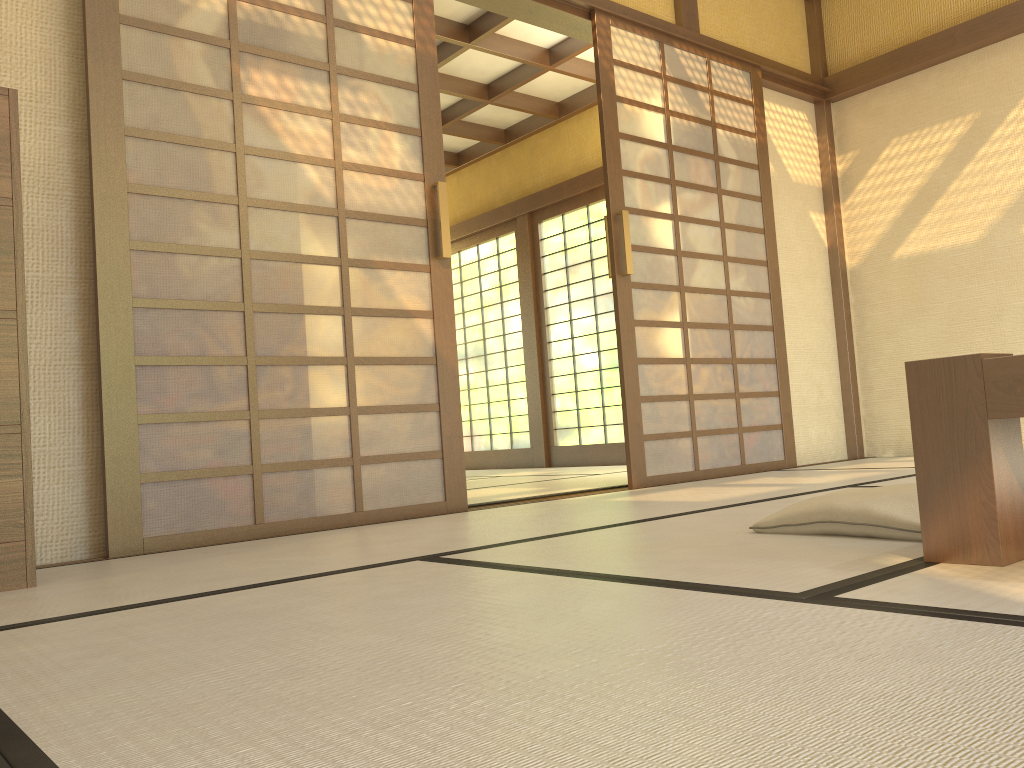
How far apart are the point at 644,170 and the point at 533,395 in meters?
3.6

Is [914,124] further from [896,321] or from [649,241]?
[649,241]

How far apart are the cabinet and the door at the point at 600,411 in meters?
5.3 m

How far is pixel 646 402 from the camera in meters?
4.2 m

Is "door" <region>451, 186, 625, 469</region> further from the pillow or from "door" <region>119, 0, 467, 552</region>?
the pillow

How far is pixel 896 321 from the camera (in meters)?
5.28

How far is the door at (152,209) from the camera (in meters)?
2.80

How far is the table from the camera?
1.4m

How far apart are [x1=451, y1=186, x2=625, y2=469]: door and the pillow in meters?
4.8

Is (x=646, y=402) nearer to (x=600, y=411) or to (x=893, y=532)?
(x=893, y=532)
